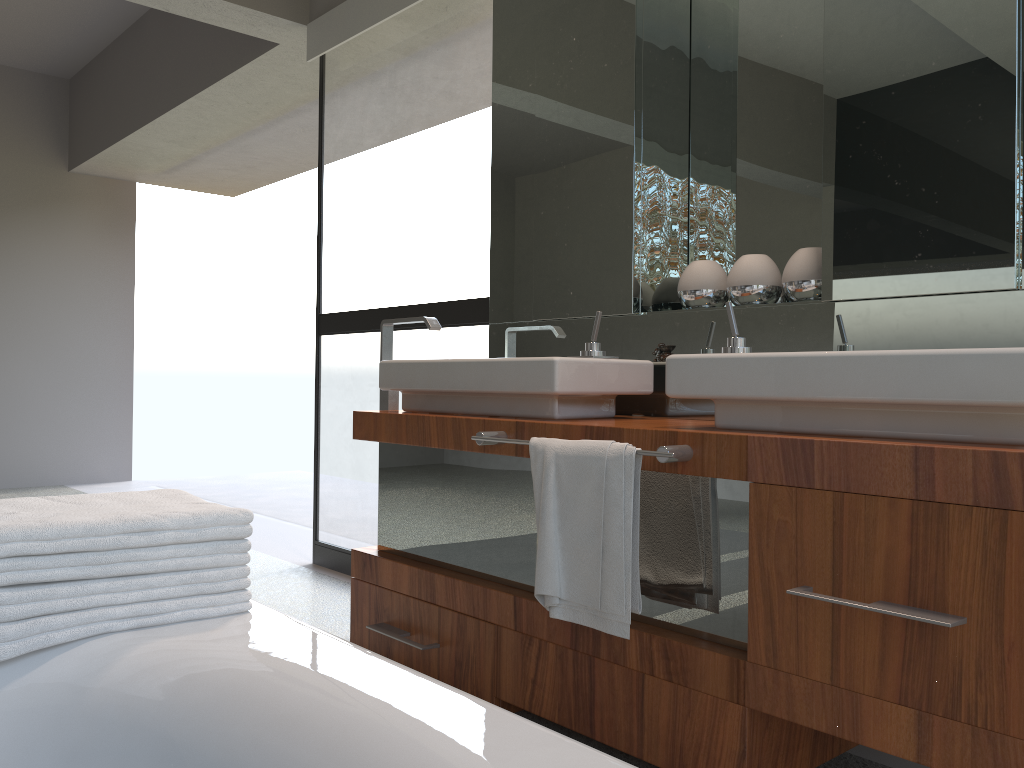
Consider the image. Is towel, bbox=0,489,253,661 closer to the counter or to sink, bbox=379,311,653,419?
the counter

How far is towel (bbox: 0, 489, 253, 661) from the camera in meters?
1.0

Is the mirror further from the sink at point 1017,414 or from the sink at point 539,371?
the sink at point 1017,414

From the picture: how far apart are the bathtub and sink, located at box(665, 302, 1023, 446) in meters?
0.9 m

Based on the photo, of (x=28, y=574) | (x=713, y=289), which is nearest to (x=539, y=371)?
(x=713, y=289)

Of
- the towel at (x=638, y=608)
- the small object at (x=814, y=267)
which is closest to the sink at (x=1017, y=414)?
the towel at (x=638, y=608)

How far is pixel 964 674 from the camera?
1.3 meters

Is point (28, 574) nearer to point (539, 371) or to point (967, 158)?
point (539, 371)

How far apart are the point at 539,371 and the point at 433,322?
0.6m

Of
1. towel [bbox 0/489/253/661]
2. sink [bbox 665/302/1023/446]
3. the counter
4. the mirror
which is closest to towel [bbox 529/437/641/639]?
the counter
